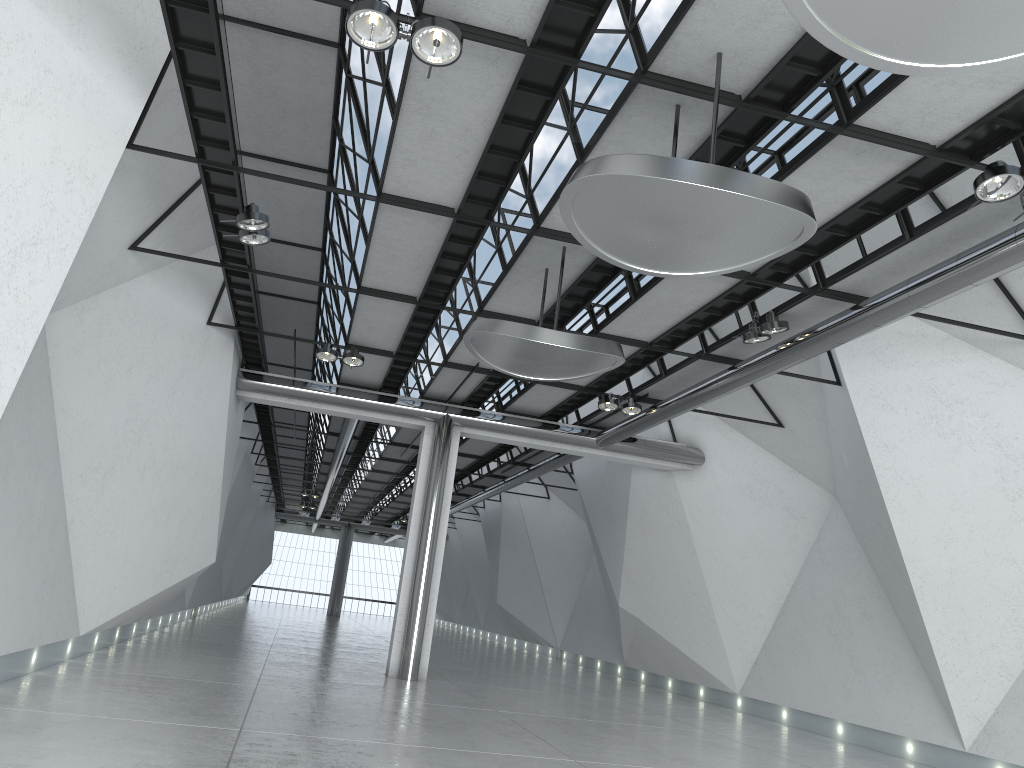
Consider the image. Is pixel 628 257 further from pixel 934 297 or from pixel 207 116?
pixel 207 116

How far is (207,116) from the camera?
46.01m
